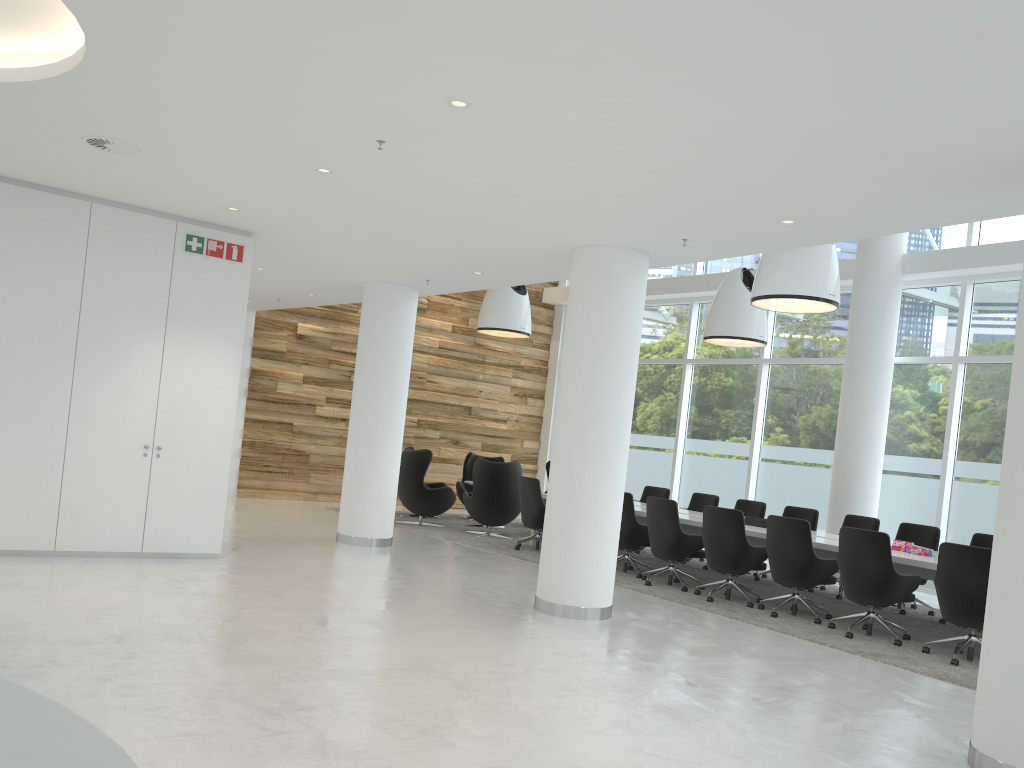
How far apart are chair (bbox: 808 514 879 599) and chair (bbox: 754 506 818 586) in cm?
42

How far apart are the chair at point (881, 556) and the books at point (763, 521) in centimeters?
214cm

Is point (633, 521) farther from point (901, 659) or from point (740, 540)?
point (901, 659)

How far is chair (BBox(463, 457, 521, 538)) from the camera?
12.51m

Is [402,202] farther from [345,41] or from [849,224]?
[849,224]

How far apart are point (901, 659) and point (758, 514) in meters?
4.6 m

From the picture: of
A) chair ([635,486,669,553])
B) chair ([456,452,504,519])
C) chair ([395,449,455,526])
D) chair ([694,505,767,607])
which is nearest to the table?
chair ([694,505,767,607])

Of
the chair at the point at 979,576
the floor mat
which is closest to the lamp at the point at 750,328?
the floor mat

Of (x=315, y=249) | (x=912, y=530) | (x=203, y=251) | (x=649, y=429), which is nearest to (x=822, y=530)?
(x=912, y=530)

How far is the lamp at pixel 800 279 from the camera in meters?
8.6
